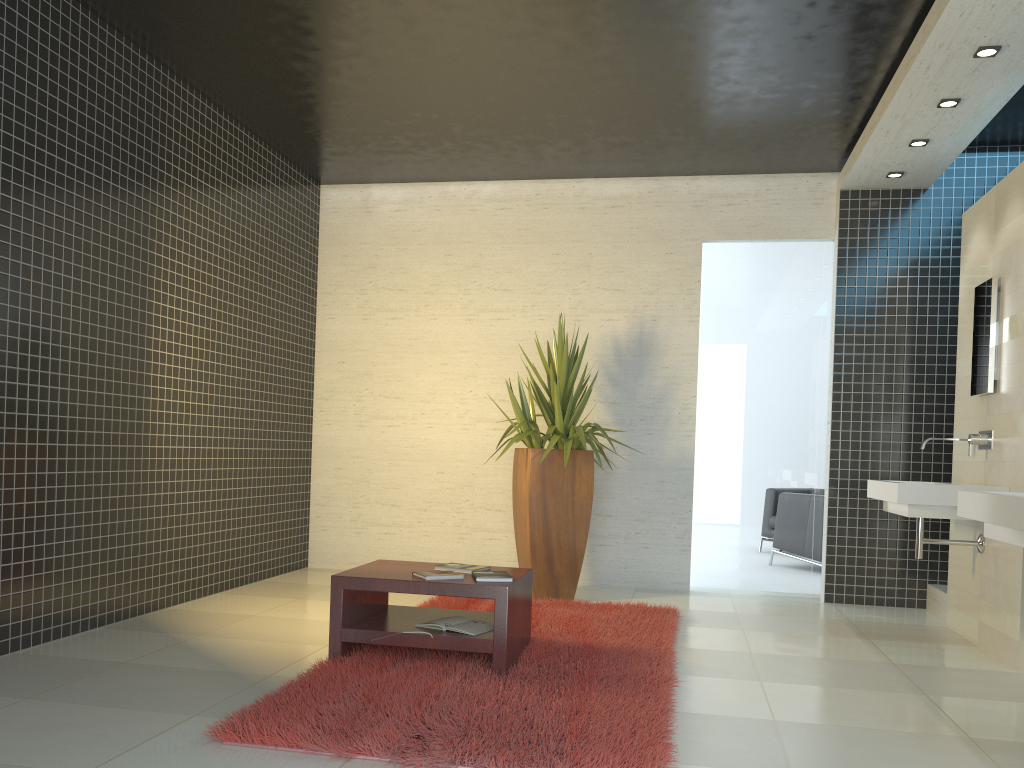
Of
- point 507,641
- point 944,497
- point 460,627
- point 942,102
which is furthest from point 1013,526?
point 942,102

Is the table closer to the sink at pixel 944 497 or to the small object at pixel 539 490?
the small object at pixel 539 490

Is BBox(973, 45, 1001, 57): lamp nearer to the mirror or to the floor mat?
the mirror

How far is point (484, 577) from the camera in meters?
4.0 m

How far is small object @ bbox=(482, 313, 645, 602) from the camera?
6.1m

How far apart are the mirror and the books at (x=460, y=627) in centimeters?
326cm

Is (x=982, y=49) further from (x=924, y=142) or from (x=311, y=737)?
(x=311, y=737)

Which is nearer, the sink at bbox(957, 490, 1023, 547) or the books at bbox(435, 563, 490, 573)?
the sink at bbox(957, 490, 1023, 547)

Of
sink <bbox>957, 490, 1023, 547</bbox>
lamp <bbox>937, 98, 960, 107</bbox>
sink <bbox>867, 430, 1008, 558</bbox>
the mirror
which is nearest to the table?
sink <bbox>957, 490, 1023, 547</bbox>

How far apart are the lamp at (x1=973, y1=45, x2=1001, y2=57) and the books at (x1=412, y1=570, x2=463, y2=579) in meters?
3.7 m
